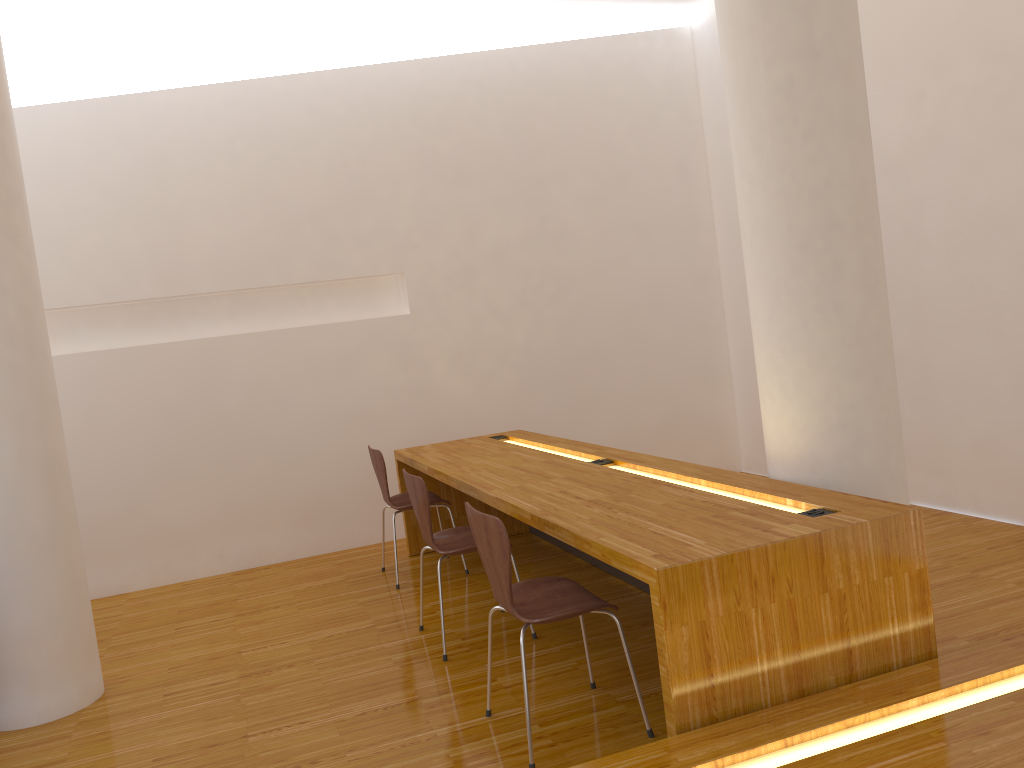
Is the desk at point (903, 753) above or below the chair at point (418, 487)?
below

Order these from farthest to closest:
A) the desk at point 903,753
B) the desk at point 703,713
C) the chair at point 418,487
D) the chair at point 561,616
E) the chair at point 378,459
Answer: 1. the chair at point 378,459
2. the chair at point 418,487
3. the chair at point 561,616
4. the desk at point 703,713
5. the desk at point 903,753

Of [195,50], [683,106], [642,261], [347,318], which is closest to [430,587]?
[347,318]

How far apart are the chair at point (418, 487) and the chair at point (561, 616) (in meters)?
0.60

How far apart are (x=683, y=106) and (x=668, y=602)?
4.8m

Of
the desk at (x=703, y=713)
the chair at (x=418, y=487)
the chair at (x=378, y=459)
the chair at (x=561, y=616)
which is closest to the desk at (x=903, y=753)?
the desk at (x=703, y=713)

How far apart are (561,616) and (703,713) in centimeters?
50cm

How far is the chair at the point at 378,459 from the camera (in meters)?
4.42

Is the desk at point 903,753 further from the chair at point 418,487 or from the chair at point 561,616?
the chair at point 418,487

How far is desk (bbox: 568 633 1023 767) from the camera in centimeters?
181cm
